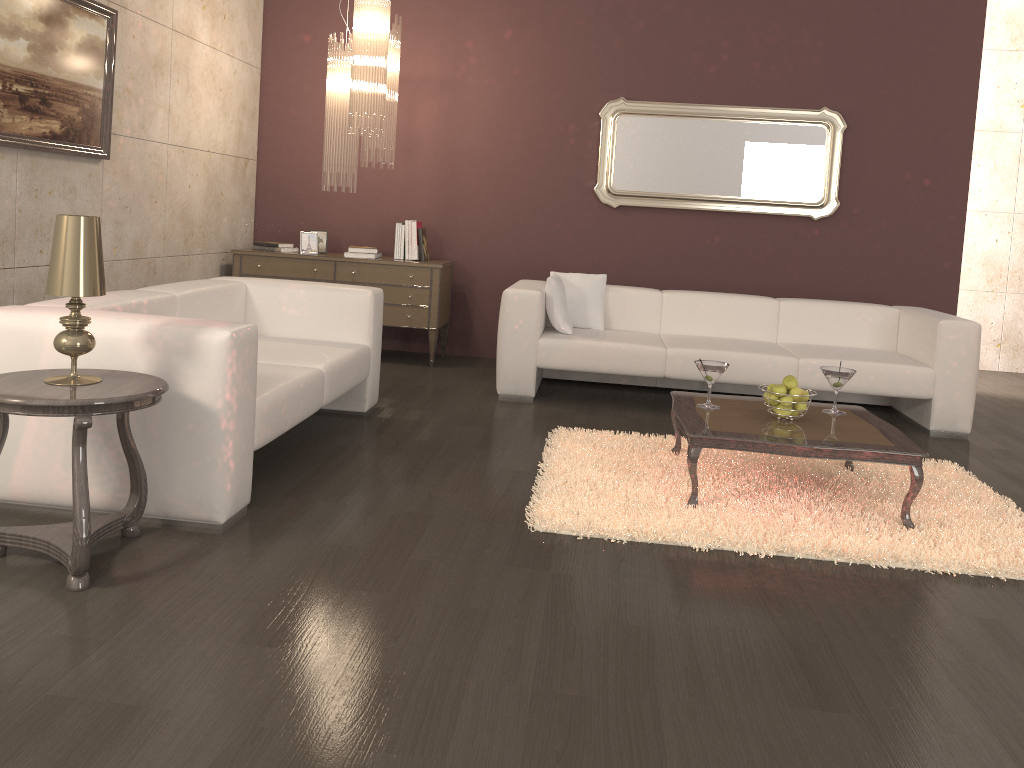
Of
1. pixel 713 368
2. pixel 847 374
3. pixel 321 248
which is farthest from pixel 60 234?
pixel 321 248

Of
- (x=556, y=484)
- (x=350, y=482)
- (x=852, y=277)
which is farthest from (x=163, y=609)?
(x=852, y=277)

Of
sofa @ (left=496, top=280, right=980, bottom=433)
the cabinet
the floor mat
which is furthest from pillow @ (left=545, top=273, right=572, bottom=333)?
the floor mat

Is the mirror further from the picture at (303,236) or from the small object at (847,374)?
the small object at (847,374)

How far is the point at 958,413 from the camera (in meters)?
5.03

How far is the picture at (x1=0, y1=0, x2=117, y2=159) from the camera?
3.9 meters

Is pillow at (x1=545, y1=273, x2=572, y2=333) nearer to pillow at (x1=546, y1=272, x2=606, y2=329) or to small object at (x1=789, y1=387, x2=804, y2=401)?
pillow at (x1=546, y1=272, x2=606, y2=329)

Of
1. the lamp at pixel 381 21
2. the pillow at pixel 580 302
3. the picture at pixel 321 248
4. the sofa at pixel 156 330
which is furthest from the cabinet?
the sofa at pixel 156 330

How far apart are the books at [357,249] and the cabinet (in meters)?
0.11

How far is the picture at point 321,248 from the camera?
6.4m
